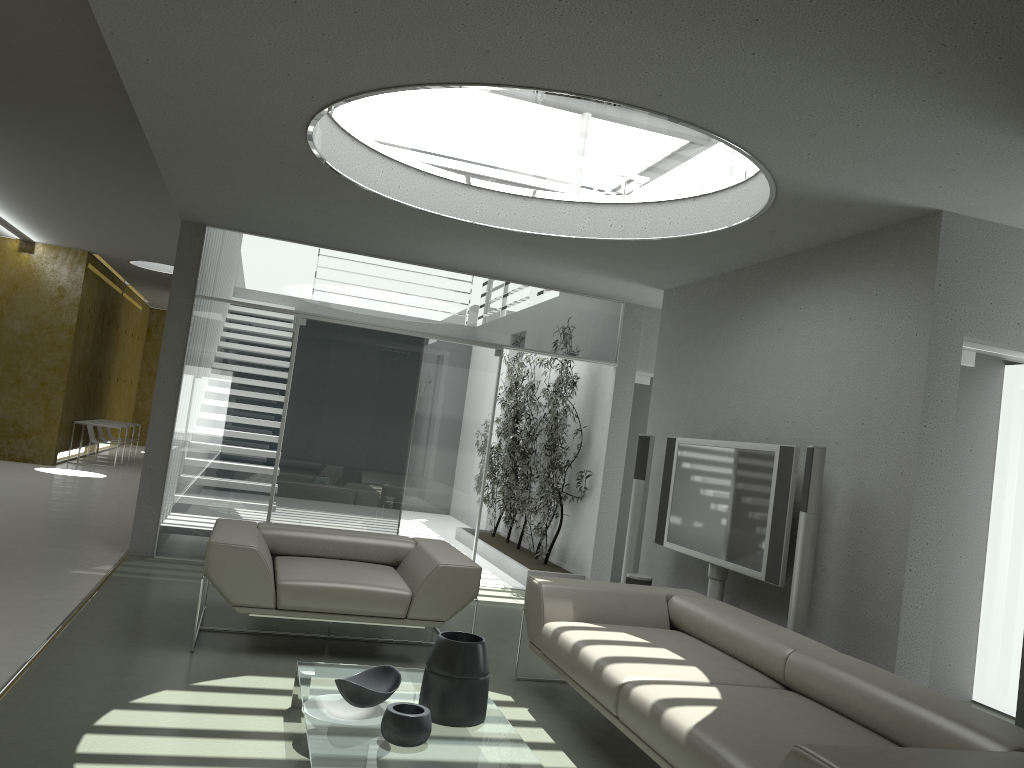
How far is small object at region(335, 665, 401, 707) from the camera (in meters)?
3.31

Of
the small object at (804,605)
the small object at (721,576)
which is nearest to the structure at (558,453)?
the small object at (721,576)

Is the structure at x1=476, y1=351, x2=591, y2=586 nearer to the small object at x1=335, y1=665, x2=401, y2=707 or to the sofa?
the sofa

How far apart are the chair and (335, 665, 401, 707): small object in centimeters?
118cm

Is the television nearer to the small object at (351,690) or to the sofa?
the sofa

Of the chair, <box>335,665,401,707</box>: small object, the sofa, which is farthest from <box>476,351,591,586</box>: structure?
<box>335,665,401,707</box>: small object

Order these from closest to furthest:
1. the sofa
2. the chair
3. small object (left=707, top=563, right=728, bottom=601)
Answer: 1. the sofa
2. the chair
3. small object (left=707, top=563, right=728, bottom=601)

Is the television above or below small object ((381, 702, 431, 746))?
above

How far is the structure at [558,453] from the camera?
8.37m

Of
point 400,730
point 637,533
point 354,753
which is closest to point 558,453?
point 637,533
